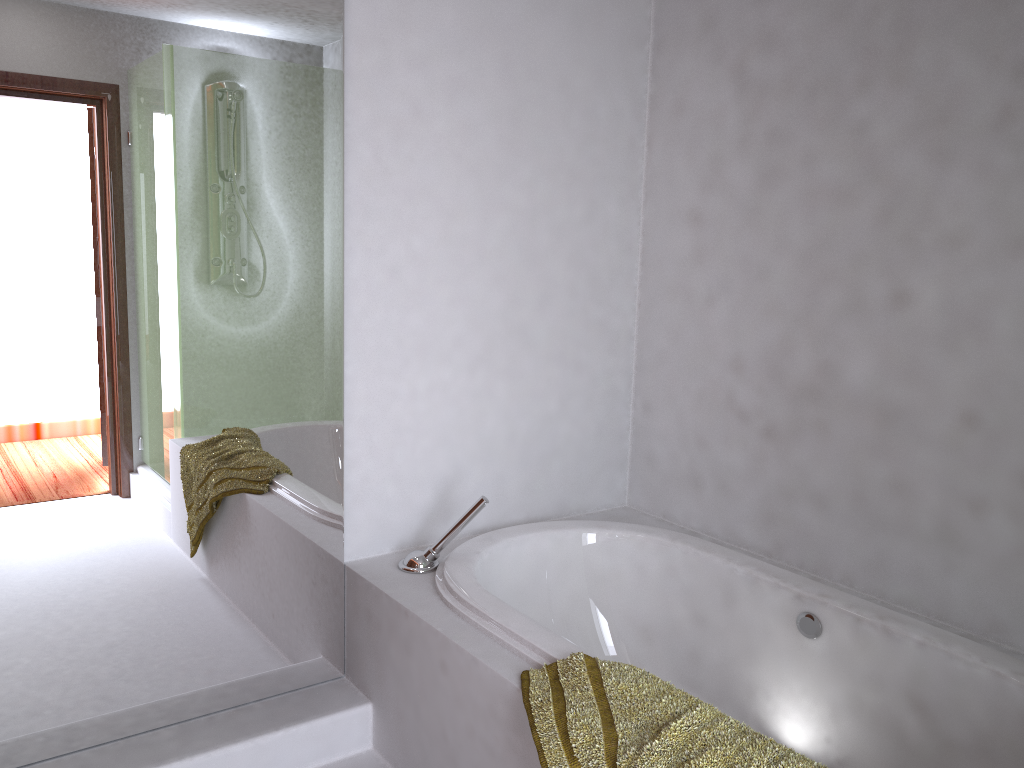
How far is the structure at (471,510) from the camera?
2.34m

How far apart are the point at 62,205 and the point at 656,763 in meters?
1.6 m

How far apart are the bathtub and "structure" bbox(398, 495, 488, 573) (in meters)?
0.02

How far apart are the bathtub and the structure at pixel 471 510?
0.0m

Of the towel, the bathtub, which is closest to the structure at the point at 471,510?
the bathtub

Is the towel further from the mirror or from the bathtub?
the mirror

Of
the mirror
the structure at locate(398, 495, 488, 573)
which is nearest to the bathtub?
the structure at locate(398, 495, 488, 573)

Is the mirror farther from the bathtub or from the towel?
the towel

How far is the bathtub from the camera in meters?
1.9

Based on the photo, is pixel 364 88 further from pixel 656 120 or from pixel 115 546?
pixel 115 546
